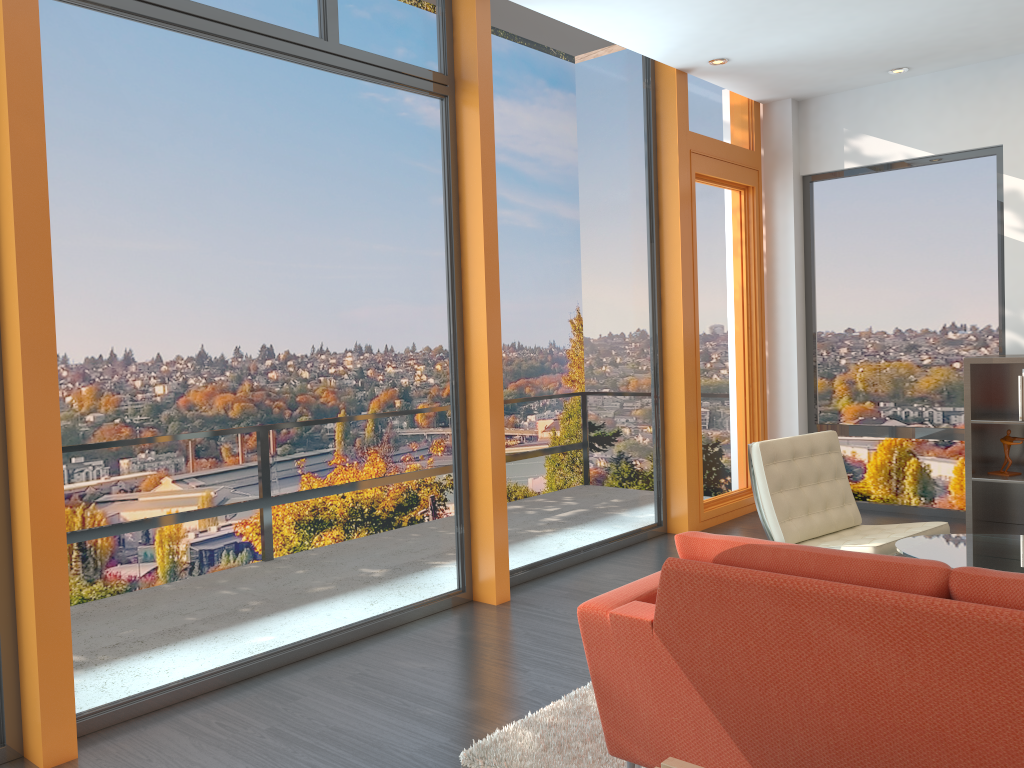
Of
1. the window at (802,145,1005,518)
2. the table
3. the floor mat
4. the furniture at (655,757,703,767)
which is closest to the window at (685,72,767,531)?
the window at (802,145,1005,518)

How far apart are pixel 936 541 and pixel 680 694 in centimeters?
198cm

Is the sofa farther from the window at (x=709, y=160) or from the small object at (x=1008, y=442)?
the small object at (x=1008, y=442)

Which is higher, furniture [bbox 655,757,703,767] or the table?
the table

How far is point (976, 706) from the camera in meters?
1.8

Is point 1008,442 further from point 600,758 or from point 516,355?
point 600,758

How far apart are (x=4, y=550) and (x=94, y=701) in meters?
0.7

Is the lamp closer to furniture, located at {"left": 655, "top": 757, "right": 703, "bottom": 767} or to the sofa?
the sofa

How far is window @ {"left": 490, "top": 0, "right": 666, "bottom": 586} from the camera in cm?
499

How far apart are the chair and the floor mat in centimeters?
134cm
